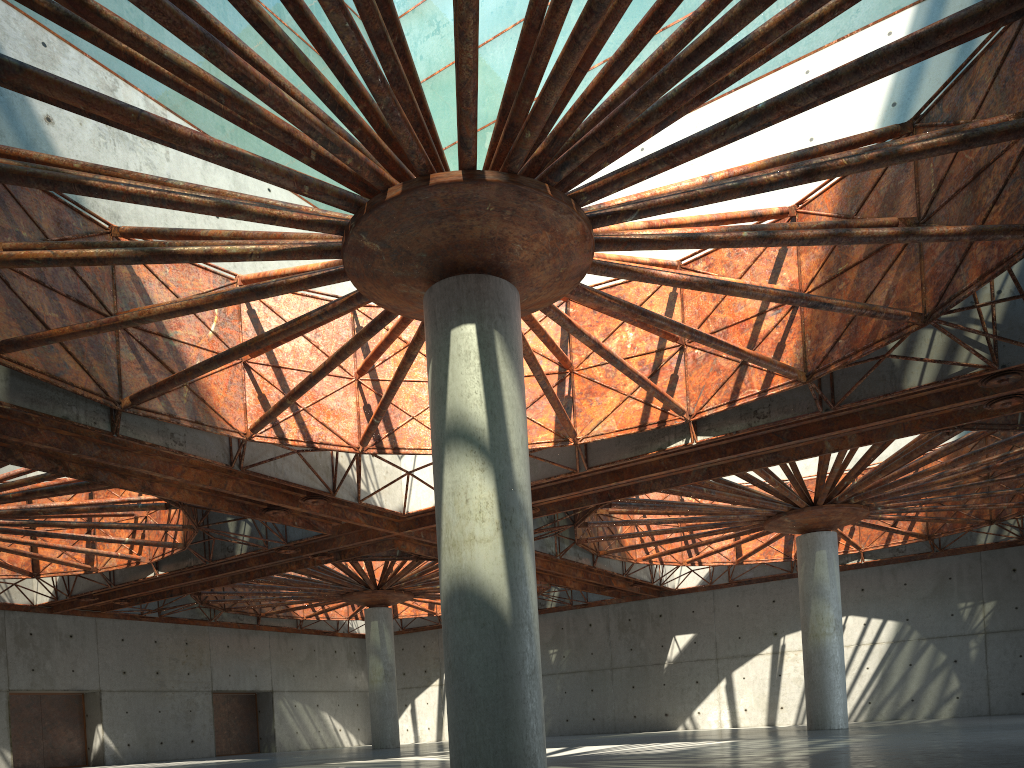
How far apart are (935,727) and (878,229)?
23.11m

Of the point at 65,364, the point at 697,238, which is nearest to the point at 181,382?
the point at 65,364

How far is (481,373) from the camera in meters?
17.2
